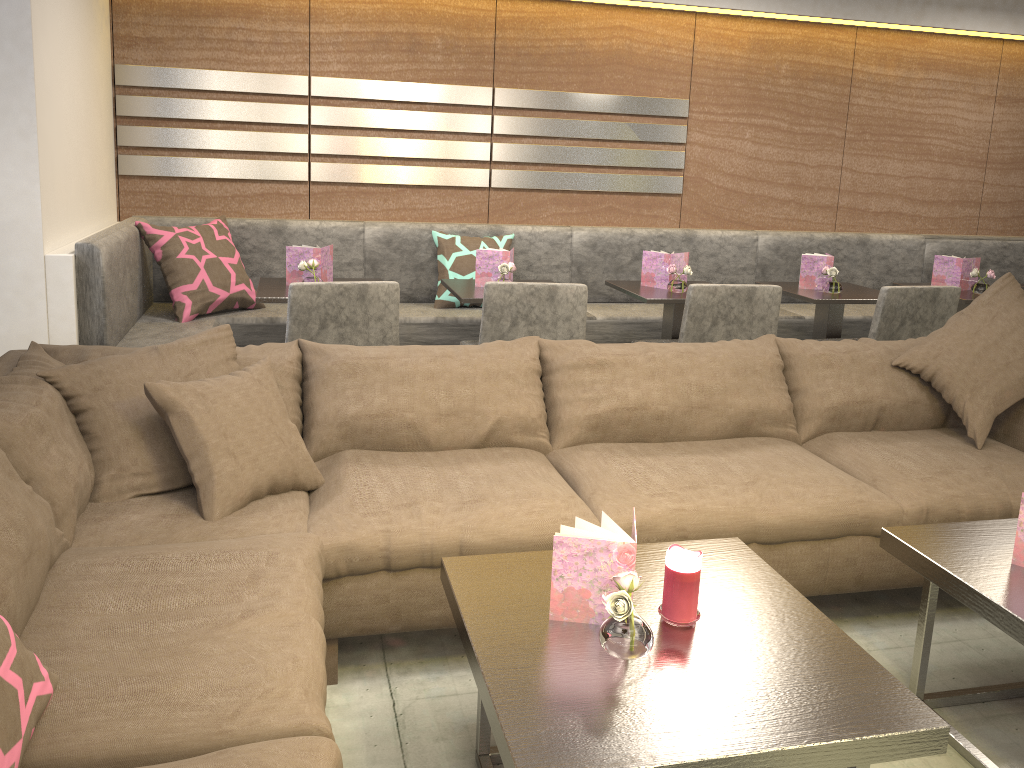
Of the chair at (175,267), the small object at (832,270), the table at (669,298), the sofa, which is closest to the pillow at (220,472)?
the sofa

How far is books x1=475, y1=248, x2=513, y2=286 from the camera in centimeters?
366cm

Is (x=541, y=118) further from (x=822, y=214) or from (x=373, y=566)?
(x=373, y=566)

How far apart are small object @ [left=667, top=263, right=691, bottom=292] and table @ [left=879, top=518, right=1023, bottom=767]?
1.9m

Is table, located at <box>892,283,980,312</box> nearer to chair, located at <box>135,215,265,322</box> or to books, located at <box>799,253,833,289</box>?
books, located at <box>799,253,833,289</box>

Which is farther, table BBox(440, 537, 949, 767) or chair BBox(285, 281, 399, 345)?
chair BBox(285, 281, 399, 345)

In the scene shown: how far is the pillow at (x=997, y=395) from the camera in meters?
2.7 m

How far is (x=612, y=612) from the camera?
1.4m

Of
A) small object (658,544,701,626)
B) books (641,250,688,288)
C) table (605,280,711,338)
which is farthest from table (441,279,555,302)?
small object (658,544,701,626)

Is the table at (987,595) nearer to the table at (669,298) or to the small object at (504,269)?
the table at (669,298)
